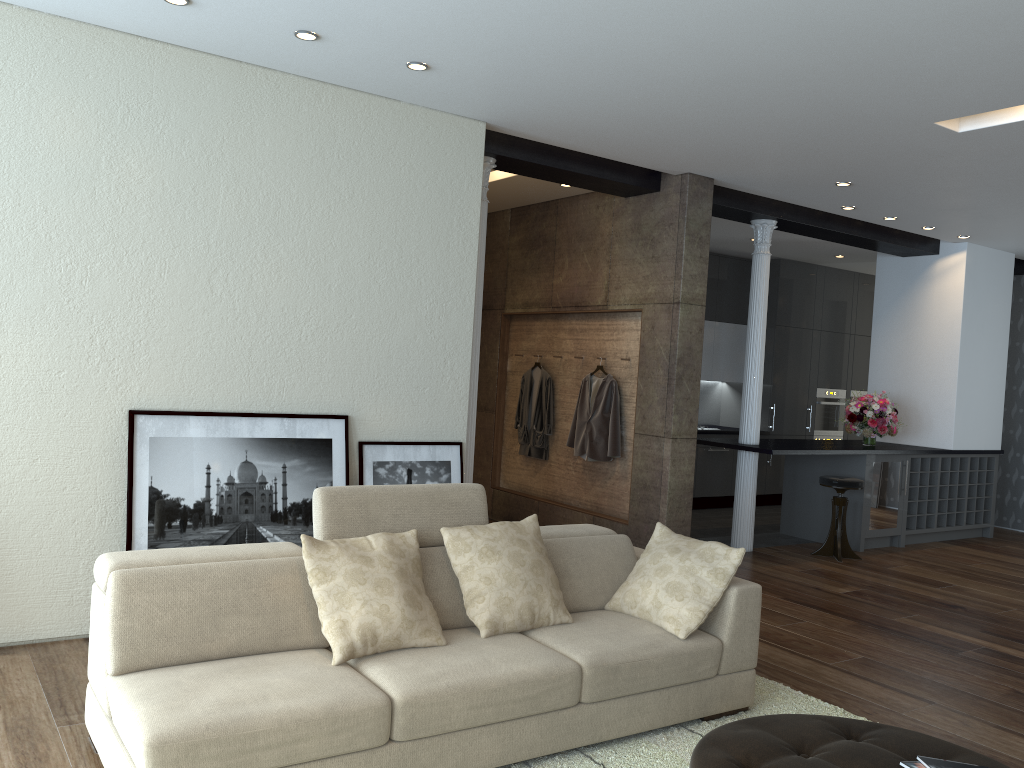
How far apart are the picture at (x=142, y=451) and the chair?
4.5m

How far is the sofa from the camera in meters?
2.7 m

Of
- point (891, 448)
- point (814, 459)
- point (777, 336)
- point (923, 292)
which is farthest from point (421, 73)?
point (777, 336)

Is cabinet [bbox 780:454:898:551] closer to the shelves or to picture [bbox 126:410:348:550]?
the shelves

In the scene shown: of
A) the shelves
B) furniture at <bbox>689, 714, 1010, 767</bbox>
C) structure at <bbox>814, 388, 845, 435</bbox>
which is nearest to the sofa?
furniture at <bbox>689, 714, 1010, 767</bbox>

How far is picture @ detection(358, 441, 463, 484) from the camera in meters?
5.2

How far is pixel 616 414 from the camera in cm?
715

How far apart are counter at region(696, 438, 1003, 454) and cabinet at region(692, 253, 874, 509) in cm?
157

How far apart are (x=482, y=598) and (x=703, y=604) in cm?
96

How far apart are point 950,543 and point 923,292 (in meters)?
2.55
